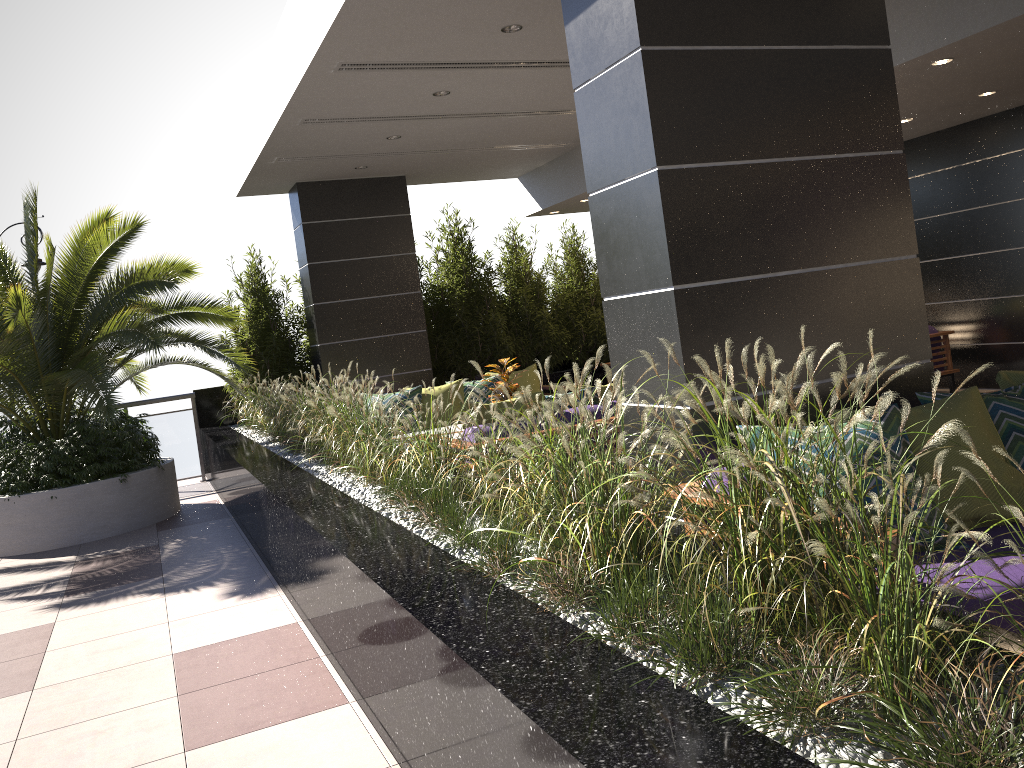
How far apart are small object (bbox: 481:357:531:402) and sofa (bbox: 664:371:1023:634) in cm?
412

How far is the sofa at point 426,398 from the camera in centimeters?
848cm

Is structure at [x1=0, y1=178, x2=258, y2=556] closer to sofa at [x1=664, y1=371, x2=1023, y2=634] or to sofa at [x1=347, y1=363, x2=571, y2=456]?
sofa at [x1=347, y1=363, x2=571, y2=456]

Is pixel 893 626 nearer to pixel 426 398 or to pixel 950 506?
pixel 950 506

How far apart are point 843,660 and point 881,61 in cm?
301

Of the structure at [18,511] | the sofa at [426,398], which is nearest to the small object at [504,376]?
the sofa at [426,398]

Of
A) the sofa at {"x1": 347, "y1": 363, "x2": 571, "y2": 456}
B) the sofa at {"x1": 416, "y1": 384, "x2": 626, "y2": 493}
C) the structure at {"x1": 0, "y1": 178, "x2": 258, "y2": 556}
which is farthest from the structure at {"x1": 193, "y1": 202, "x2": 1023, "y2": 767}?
the sofa at {"x1": 347, "y1": 363, "x2": 571, "y2": 456}

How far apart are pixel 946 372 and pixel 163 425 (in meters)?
8.64

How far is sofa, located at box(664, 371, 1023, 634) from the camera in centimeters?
303cm

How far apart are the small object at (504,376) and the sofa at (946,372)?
4.5 meters
